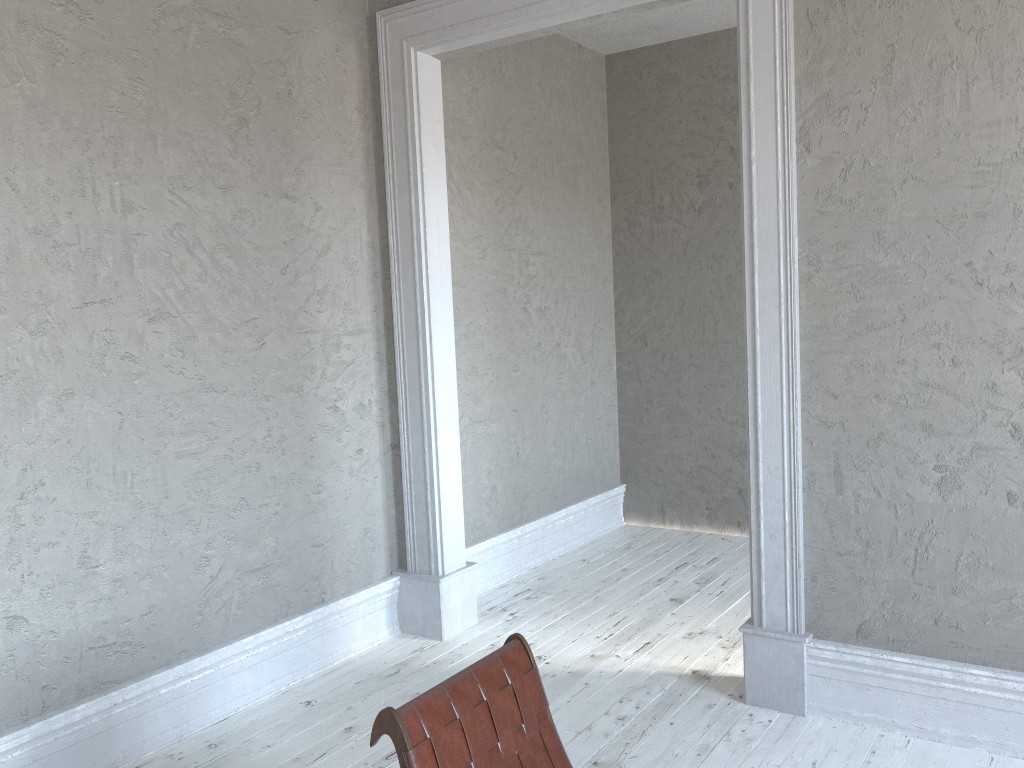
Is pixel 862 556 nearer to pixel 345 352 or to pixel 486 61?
pixel 345 352

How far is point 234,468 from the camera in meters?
3.6 m

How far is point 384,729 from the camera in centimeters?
193cm

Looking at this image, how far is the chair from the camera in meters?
1.9 m
